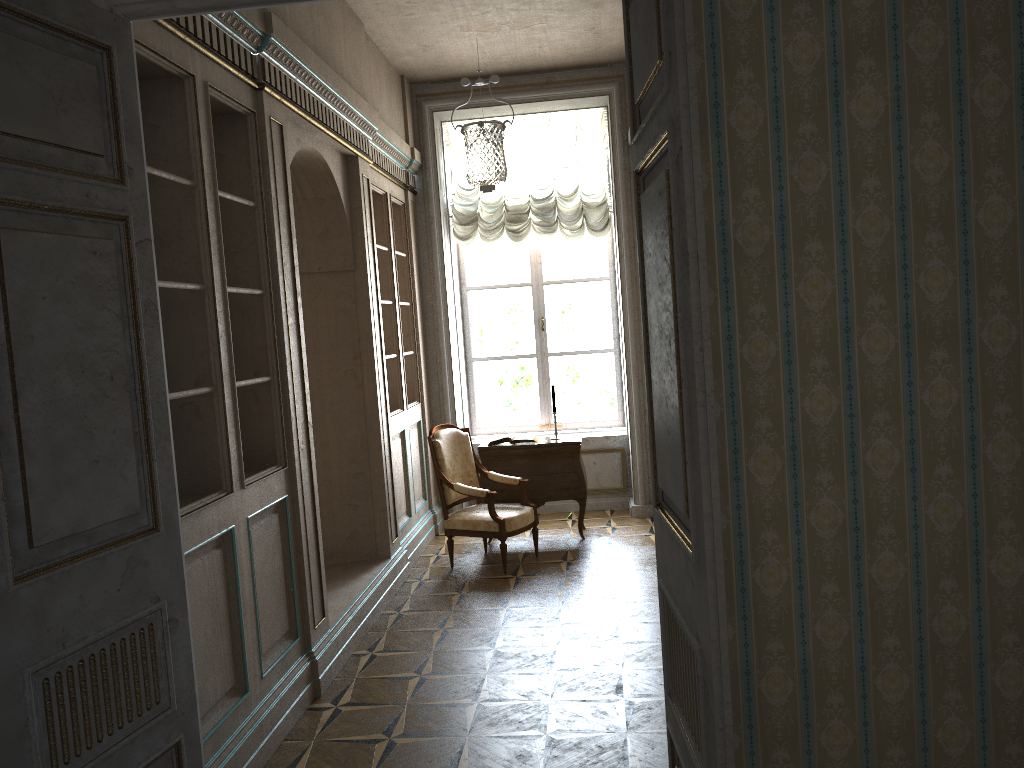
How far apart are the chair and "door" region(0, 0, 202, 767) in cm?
351

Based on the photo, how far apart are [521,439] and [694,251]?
5.2 meters

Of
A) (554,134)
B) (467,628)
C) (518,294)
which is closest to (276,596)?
(467,628)

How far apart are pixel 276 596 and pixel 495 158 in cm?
275

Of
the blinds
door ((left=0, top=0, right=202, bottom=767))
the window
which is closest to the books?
the window

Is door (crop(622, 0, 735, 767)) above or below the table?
above

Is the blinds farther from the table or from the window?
the table

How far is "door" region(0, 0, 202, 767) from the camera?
2.1 meters

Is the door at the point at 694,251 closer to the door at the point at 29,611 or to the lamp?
the door at the point at 29,611

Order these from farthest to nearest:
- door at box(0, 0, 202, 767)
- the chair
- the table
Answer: the table
the chair
door at box(0, 0, 202, 767)
